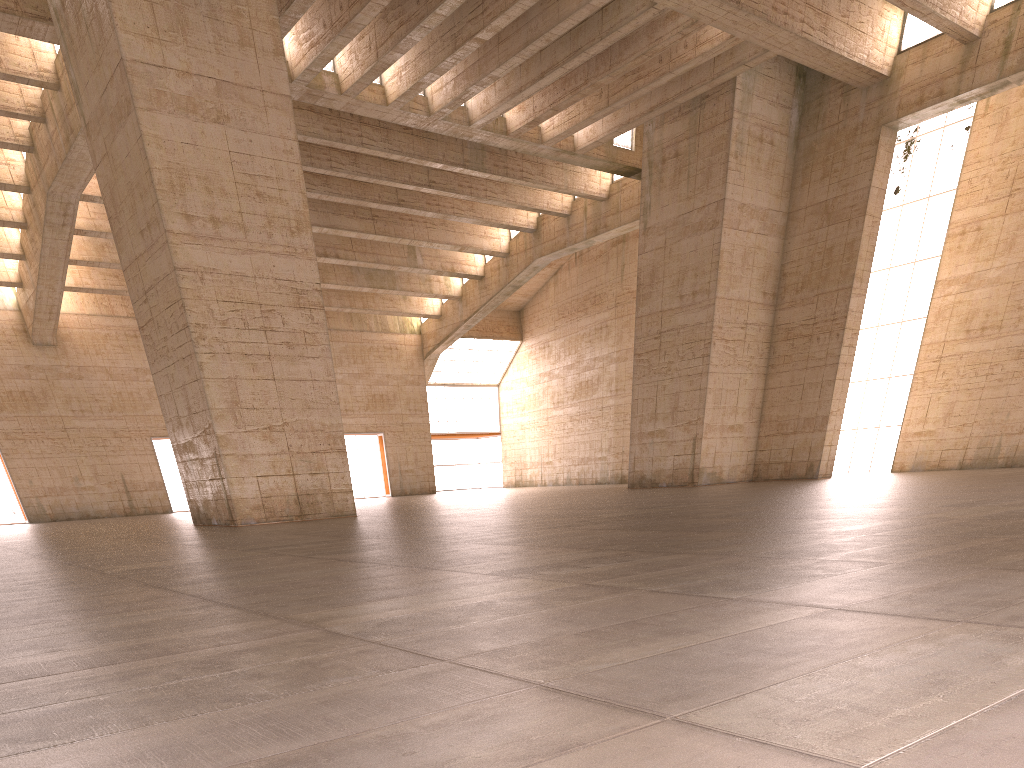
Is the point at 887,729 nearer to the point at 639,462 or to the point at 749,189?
the point at 749,189

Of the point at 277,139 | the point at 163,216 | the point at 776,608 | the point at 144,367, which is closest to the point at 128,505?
the point at 144,367
